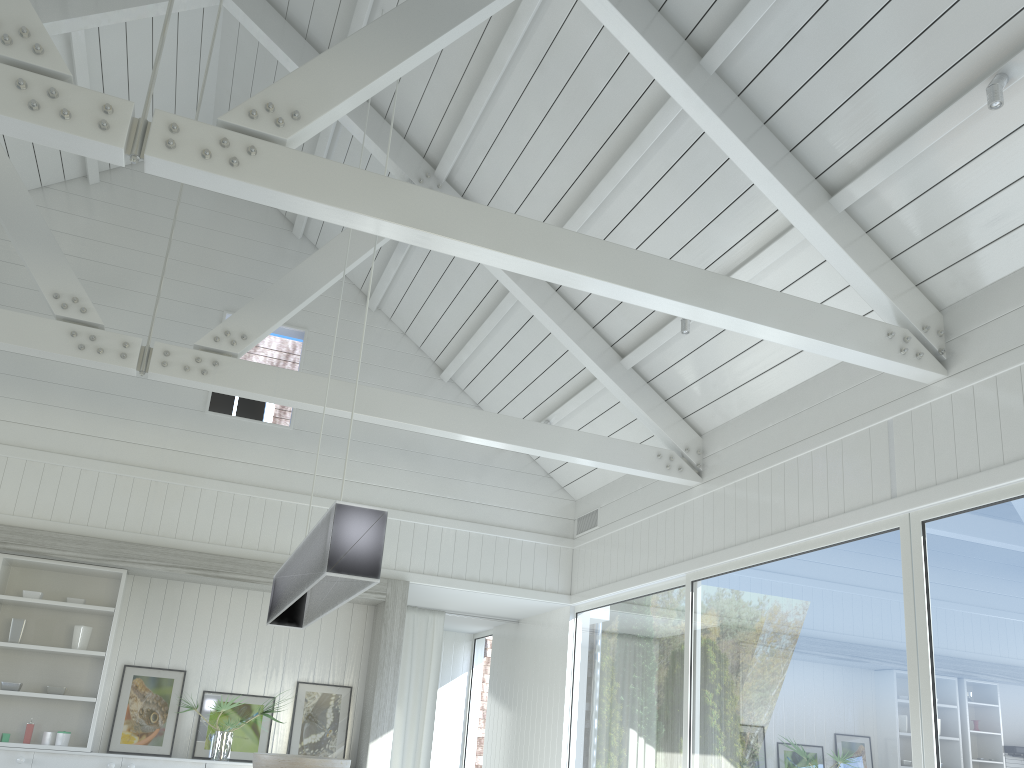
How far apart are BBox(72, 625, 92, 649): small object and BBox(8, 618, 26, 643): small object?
0.39m

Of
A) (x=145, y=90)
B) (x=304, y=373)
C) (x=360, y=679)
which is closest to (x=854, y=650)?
(x=304, y=373)

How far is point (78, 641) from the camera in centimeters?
697cm

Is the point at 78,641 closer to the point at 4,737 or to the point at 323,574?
the point at 4,737

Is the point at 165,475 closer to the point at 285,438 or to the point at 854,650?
the point at 285,438

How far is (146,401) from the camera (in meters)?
7.63

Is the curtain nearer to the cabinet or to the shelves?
the cabinet

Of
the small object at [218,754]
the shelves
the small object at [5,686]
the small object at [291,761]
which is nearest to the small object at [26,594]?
the shelves

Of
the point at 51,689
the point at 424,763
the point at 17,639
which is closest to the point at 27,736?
the point at 51,689

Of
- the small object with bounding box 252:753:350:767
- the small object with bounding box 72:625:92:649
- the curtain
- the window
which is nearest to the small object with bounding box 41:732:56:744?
the small object with bounding box 72:625:92:649
